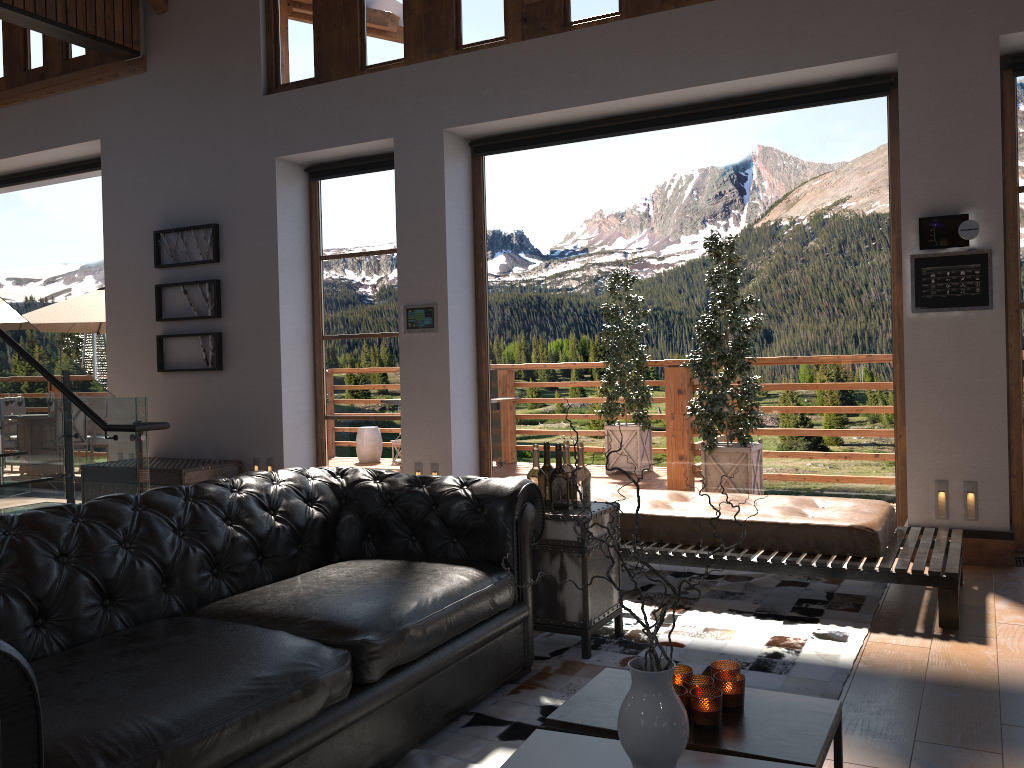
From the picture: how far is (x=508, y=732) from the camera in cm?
298

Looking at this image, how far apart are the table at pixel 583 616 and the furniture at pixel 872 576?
0.68m

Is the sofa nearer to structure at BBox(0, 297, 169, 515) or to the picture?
structure at BBox(0, 297, 169, 515)

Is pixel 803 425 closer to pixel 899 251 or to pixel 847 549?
pixel 899 251

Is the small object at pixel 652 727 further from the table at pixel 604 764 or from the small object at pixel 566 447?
the small object at pixel 566 447

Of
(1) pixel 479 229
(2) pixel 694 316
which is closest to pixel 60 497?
(1) pixel 479 229

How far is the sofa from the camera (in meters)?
2.05

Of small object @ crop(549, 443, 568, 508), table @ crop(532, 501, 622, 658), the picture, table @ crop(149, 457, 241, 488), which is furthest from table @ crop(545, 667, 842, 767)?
the picture

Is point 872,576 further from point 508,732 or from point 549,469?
point 508,732

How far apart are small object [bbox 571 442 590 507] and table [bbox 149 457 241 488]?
4.51m
